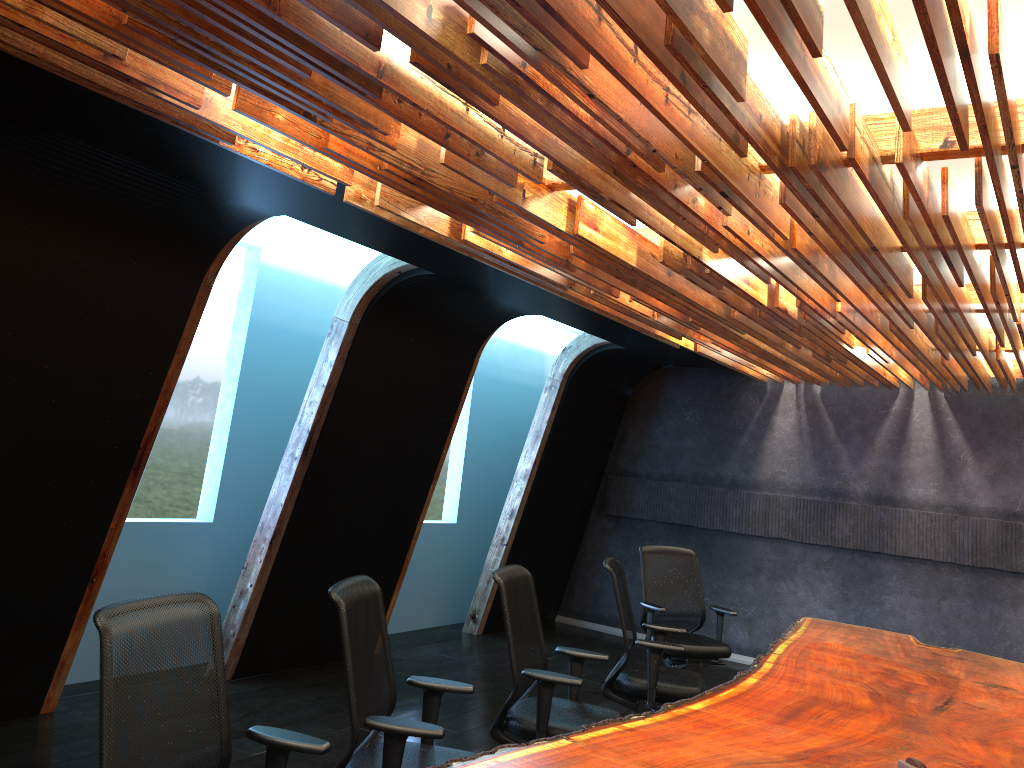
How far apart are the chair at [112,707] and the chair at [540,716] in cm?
155

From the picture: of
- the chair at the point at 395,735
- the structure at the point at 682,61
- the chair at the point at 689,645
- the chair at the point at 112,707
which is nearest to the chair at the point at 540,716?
the chair at the point at 395,735

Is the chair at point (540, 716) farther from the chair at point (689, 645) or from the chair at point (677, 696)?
the chair at point (689, 645)

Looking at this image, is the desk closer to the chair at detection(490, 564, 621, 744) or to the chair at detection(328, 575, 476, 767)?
the chair at detection(328, 575, 476, 767)

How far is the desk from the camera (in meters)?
3.37

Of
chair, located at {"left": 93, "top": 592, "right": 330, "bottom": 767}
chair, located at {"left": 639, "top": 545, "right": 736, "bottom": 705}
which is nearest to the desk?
chair, located at {"left": 93, "top": 592, "right": 330, "bottom": 767}

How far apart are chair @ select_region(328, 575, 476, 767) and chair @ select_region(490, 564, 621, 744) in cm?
49

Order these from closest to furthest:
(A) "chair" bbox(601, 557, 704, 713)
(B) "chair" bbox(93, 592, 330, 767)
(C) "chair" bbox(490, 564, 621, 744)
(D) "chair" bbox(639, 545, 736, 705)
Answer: (B) "chair" bbox(93, 592, 330, 767), (C) "chair" bbox(490, 564, 621, 744), (A) "chair" bbox(601, 557, 704, 713), (D) "chair" bbox(639, 545, 736, 705)

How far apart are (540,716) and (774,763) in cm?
135

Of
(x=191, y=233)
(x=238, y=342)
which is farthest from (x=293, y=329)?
(x=191, y=233)
